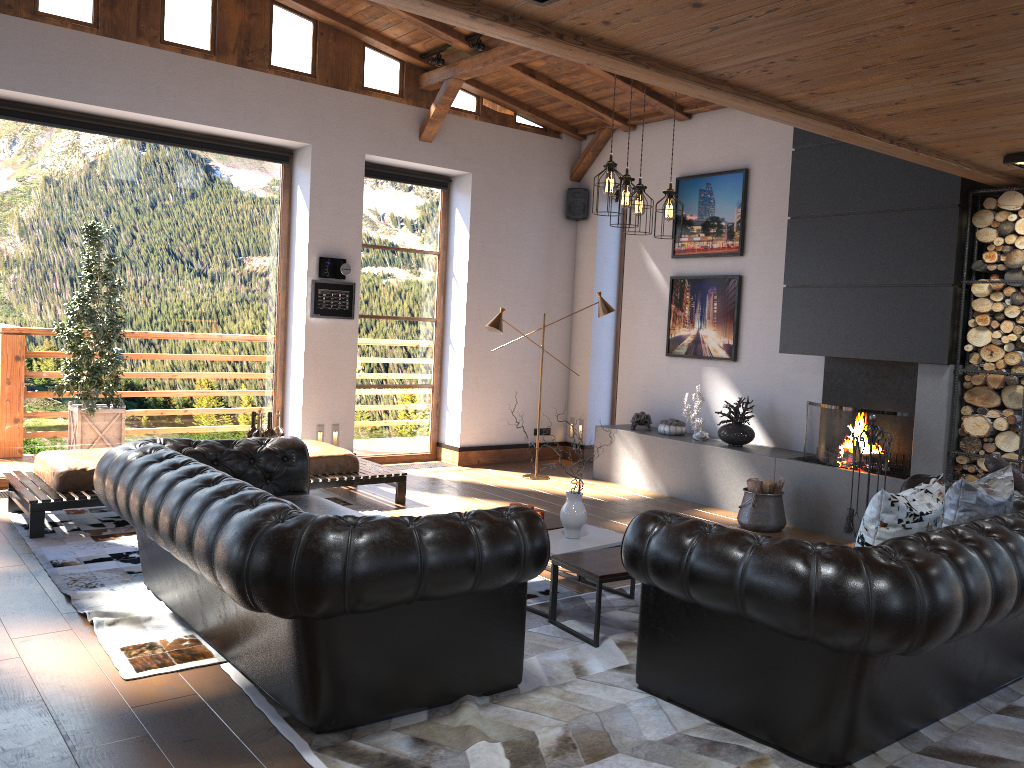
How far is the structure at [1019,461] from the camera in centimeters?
584cm

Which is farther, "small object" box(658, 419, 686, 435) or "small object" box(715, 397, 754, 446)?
"small object" box(658, 419, 686, 435)

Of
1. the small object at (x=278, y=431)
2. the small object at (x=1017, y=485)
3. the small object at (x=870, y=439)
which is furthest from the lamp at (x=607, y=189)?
the small object at (x=278, y=431)

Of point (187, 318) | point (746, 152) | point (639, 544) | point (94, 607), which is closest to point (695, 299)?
point (746, 152)

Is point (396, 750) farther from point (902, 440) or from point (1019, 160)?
point (902, 440)

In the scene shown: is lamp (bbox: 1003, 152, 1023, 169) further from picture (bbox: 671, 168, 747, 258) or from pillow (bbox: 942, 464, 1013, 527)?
picture (bbox: 671, 168, 747, 258)

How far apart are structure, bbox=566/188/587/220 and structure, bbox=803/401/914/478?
3.7m

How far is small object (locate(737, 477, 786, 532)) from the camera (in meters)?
6.89

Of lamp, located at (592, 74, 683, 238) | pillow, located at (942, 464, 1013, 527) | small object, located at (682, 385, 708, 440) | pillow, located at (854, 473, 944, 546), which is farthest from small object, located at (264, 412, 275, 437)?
small object, located at (682, 385, 708, 440)

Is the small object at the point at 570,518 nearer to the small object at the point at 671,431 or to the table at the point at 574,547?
the table at the point at 574,547
